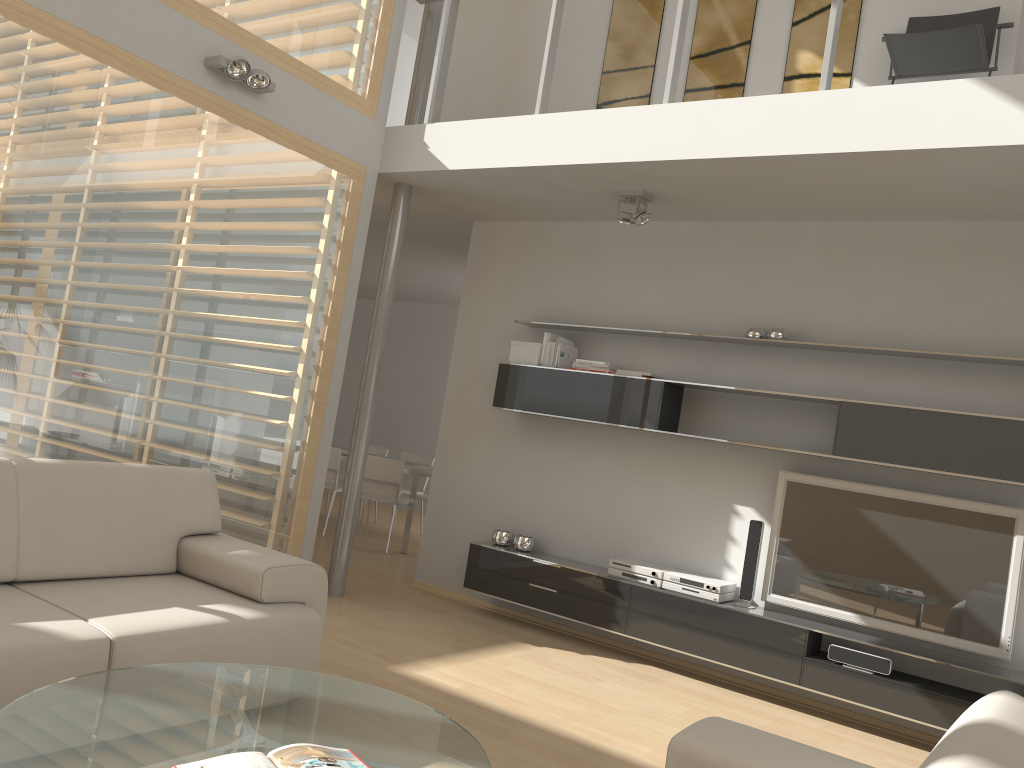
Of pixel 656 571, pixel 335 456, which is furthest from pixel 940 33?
pixel 335 456

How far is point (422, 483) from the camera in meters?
9.2

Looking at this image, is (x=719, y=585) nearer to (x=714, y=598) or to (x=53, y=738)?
(x=714, y=598)

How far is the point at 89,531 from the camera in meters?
3.3 m

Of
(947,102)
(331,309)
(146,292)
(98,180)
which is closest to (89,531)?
(146,292)

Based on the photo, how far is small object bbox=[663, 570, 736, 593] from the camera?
4.9 meters

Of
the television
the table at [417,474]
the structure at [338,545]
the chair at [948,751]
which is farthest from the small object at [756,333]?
the table at [417,474]

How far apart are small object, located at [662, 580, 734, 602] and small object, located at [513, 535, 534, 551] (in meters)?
1.02

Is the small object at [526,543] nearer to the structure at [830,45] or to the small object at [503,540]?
the small object at [503,540]

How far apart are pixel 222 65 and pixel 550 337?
2.5 meters
